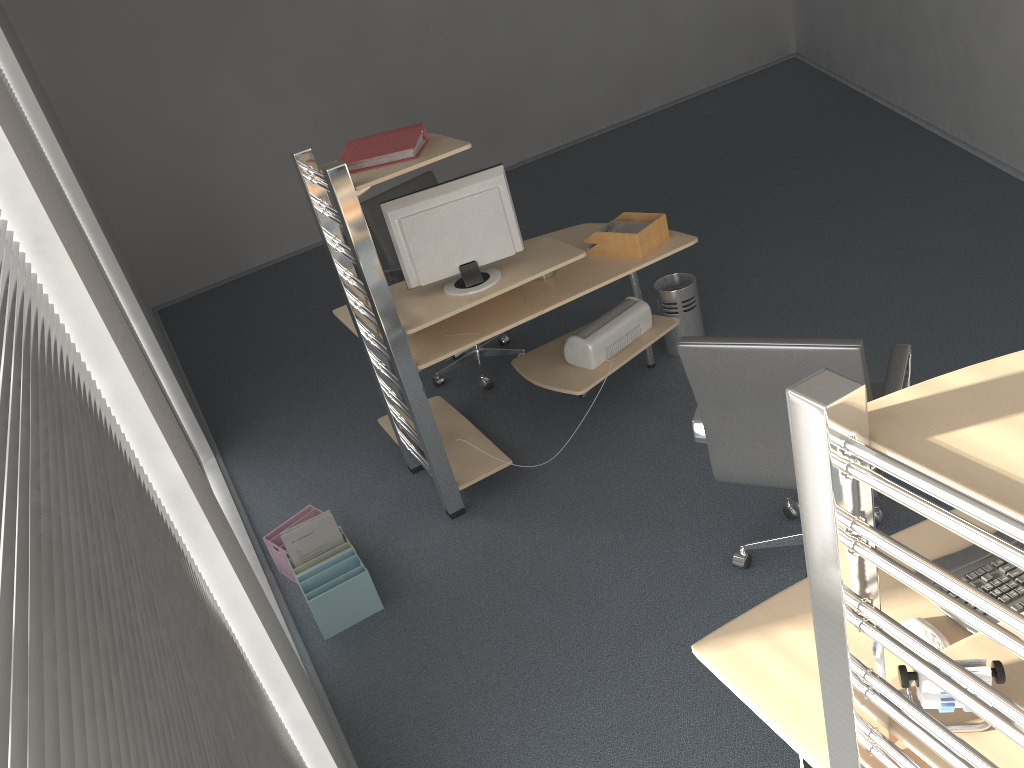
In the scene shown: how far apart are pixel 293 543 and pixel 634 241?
1.9 meters

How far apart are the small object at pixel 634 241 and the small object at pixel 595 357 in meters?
0.4 m

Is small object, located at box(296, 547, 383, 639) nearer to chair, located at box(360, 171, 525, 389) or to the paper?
chair, located at box(360, 171, 525, 389)

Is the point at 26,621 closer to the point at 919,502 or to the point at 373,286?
the point at 919,502

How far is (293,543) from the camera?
3.47m

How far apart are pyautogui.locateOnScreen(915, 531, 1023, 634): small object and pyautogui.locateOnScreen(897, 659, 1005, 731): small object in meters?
0.4 m

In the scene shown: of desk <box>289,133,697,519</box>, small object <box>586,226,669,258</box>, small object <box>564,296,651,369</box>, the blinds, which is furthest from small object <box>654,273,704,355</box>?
the blinds

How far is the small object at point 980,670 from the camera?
1.4 meters

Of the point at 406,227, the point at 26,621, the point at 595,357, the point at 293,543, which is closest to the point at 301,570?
the point at 293,543

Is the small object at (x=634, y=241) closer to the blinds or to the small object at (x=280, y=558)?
the small object at (x=280, y=558)
